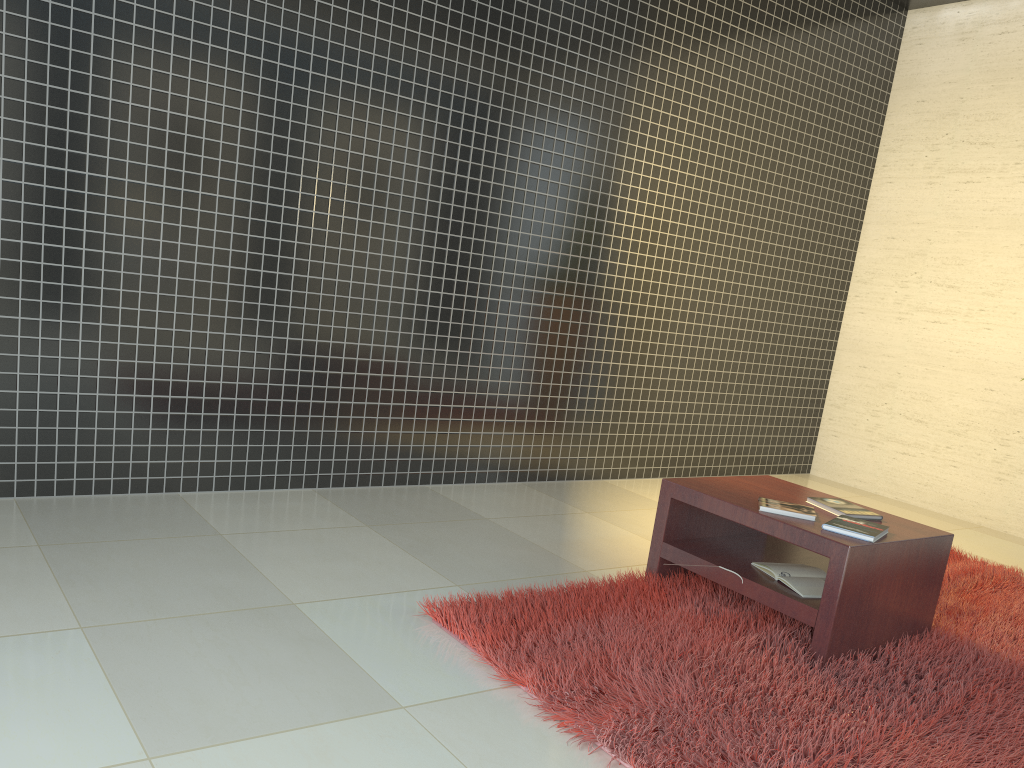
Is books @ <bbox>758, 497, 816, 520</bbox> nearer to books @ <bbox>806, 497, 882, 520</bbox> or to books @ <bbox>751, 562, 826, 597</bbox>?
books @ <bbox>806, 497, 882, 520</bbox>

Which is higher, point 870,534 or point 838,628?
point 870,534

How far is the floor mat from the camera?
2.28m

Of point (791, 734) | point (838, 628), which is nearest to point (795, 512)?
point (838, 628)

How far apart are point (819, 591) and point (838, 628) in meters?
0.2 m

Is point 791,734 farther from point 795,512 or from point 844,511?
point 844,511

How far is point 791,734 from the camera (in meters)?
2.28

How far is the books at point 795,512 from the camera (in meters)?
3.09

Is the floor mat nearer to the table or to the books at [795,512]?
the table

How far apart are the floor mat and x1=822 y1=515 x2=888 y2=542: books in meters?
0.4
